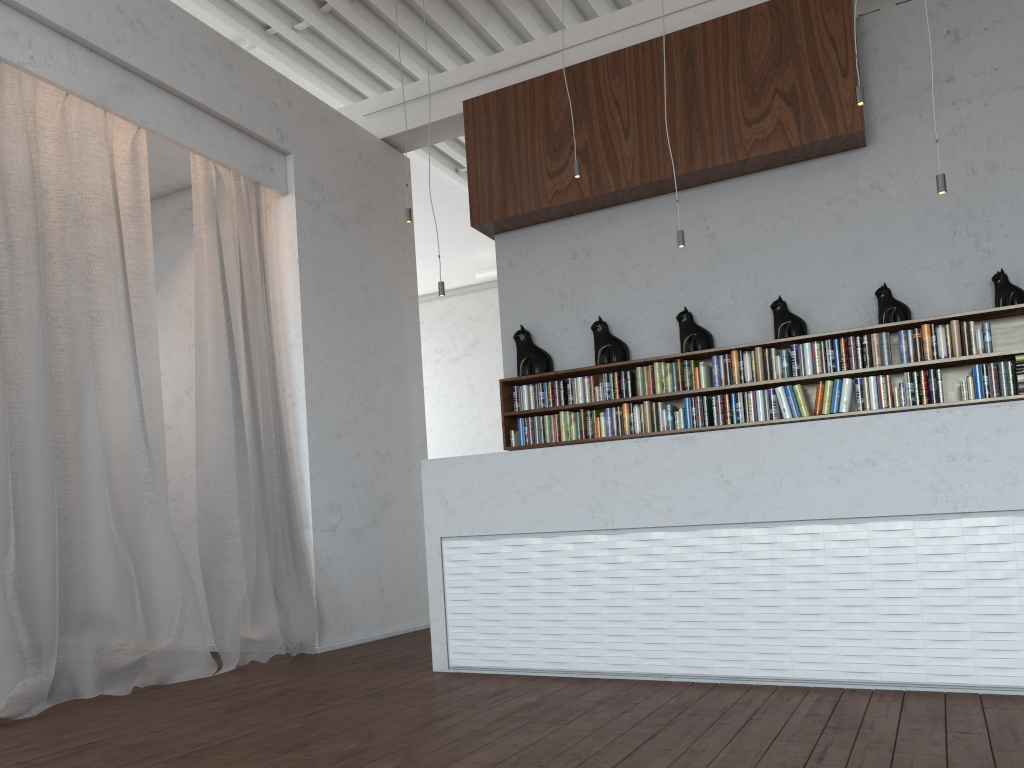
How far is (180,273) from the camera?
6.3m

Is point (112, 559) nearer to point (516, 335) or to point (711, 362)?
point (516, 335)
